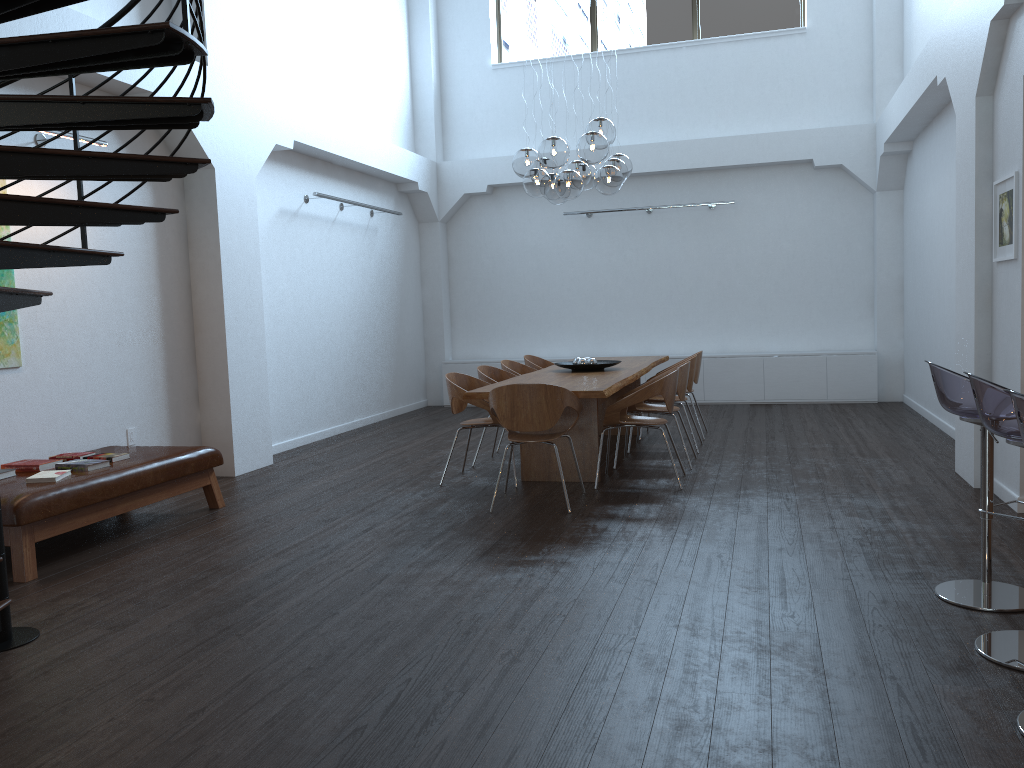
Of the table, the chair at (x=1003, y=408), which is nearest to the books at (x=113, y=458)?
the table

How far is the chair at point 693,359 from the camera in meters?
7.7

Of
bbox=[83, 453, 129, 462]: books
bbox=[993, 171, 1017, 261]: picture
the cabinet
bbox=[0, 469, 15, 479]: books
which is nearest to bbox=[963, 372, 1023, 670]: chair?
bbox=[993, 171, 1017, 261]: picture

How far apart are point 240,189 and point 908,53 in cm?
756

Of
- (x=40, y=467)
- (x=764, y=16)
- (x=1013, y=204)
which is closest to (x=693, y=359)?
(x=1013, y=204)

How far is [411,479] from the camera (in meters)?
6.99

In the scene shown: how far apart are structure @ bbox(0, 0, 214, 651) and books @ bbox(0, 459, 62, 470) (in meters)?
1.28

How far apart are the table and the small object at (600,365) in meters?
0.0

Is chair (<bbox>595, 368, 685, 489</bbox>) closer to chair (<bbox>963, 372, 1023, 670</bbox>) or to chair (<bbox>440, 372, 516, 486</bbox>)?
chair (<bbox>440, 372, 516, 486</bbox>)

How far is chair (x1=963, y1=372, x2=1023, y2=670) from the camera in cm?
299
